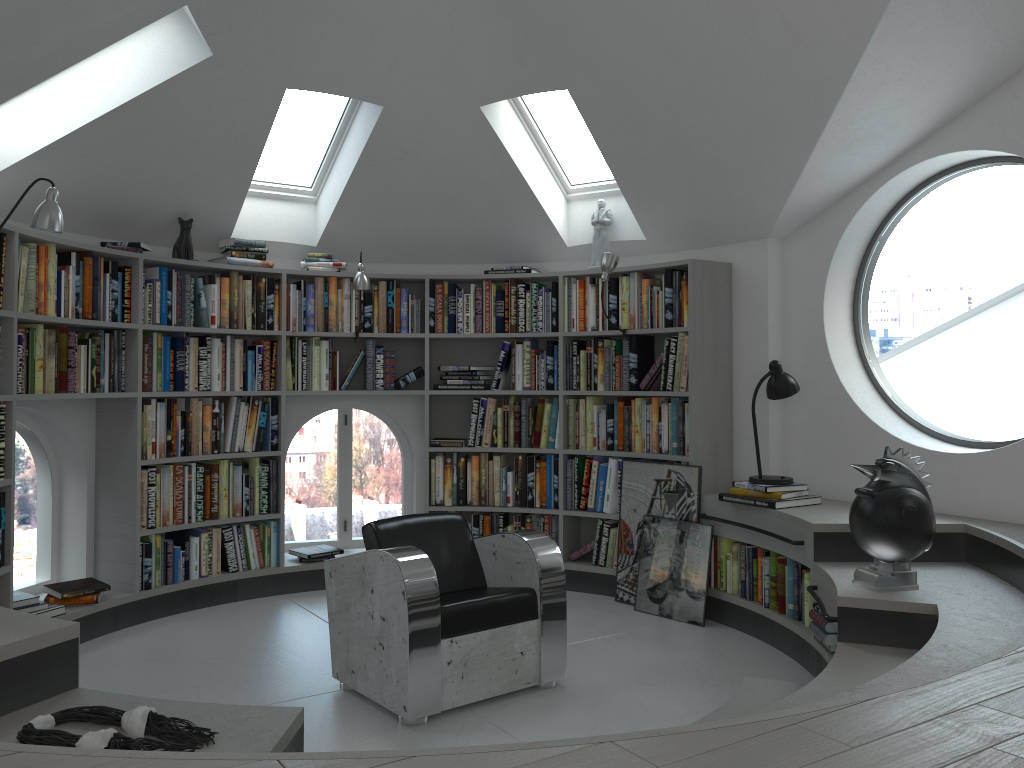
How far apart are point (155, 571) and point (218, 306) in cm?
159

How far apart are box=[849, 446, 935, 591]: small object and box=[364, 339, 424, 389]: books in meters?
3.1

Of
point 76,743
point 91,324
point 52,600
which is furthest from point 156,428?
point 76,743

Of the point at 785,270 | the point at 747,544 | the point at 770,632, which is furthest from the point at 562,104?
the point at 770,632

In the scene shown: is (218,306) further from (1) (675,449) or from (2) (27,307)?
(1) (675,449)

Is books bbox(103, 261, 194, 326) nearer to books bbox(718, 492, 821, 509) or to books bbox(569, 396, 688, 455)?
books bbox(569, 396, 688, 455)

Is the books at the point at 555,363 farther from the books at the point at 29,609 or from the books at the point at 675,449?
the books at the point at 29,609

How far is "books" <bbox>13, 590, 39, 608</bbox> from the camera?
4.3m

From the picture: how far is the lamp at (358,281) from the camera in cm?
550

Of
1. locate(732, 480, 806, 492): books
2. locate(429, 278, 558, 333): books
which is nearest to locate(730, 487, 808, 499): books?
locate(732, 480, 806, 492): books
